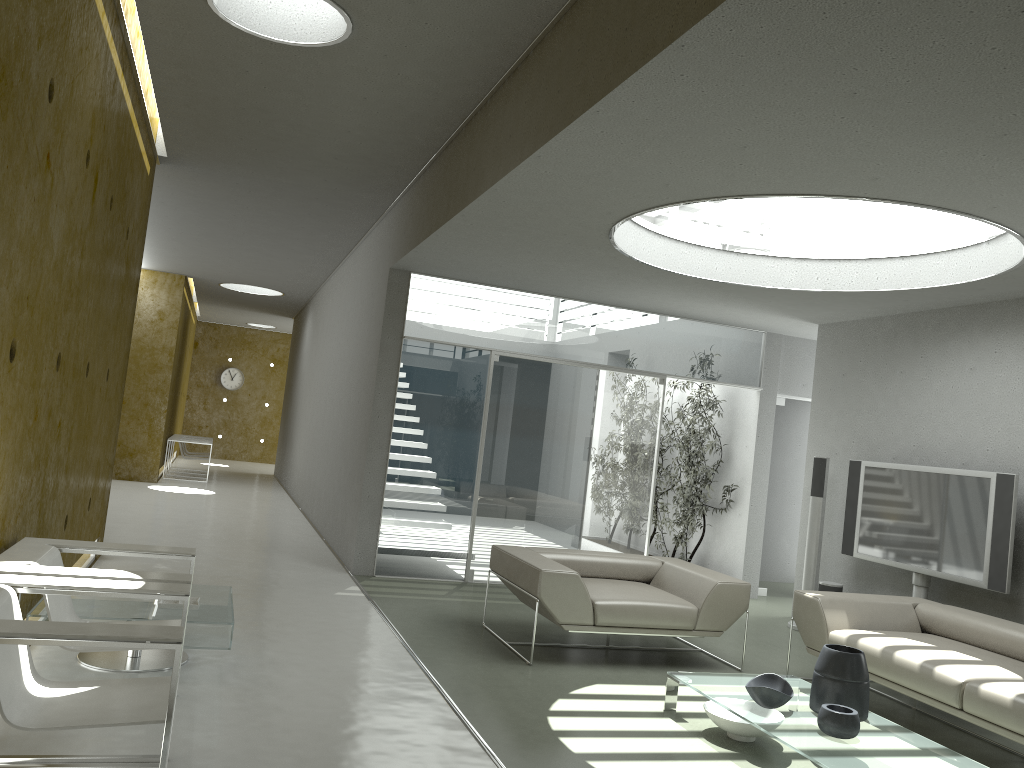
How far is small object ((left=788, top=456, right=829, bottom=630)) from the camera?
7.5 meters

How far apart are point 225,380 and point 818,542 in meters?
17.2 m

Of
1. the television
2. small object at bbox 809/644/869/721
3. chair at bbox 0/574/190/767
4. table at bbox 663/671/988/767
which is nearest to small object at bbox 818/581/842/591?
the television

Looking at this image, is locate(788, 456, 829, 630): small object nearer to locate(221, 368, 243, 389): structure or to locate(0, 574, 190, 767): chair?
locate(0, 574, 190, 767): chair

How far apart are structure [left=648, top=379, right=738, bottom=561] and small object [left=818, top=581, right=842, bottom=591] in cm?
195

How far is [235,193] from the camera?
8.26m

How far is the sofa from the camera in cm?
425

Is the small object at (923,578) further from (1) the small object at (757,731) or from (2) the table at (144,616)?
(2) the table at (144,616)

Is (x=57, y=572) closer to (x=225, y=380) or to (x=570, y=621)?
(x=570, y=621)

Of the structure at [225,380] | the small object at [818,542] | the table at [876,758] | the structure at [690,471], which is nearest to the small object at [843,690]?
the table at [876,758]
